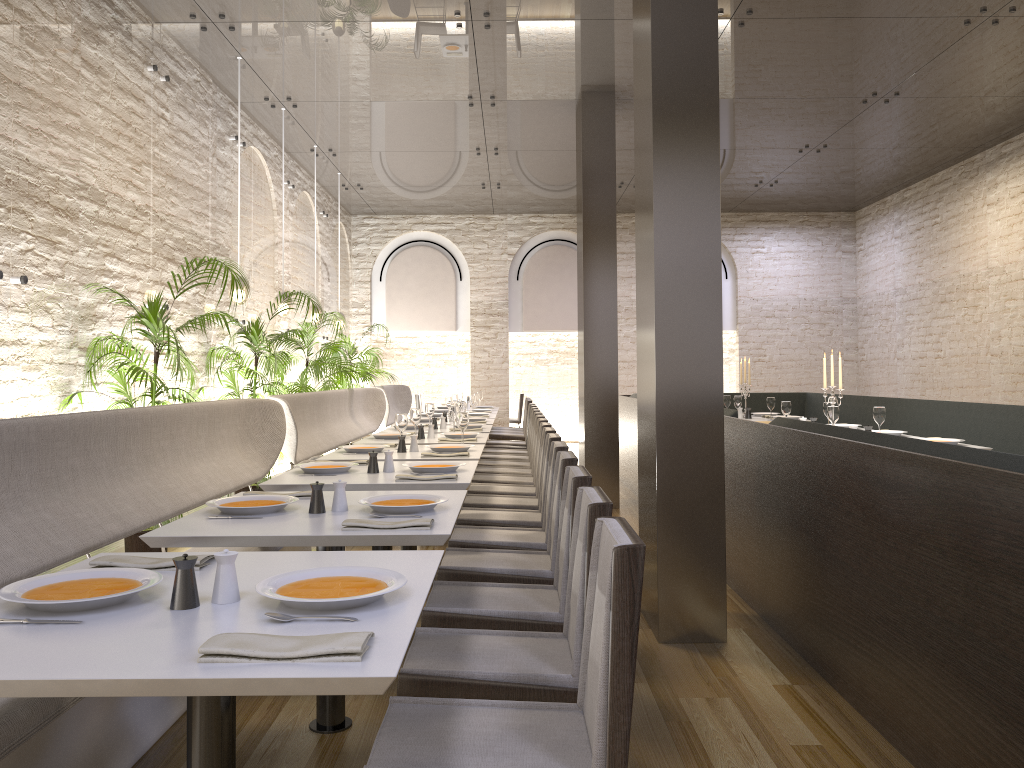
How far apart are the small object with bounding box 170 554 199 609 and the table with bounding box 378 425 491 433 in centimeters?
586cm

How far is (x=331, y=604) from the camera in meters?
1.8

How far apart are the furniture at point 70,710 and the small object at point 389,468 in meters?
1.0

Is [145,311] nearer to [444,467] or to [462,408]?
[444,467]

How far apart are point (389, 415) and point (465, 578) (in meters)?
8.47

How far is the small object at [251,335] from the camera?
7.26m

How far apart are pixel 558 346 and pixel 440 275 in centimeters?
270cm

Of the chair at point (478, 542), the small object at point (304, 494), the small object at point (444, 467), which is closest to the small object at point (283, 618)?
the small object at point (304, 494)

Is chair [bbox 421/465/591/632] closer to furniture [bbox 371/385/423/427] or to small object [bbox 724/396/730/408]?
small object [bbox 724/396/730/408]

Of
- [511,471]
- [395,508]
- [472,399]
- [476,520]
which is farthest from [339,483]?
[472,399]
